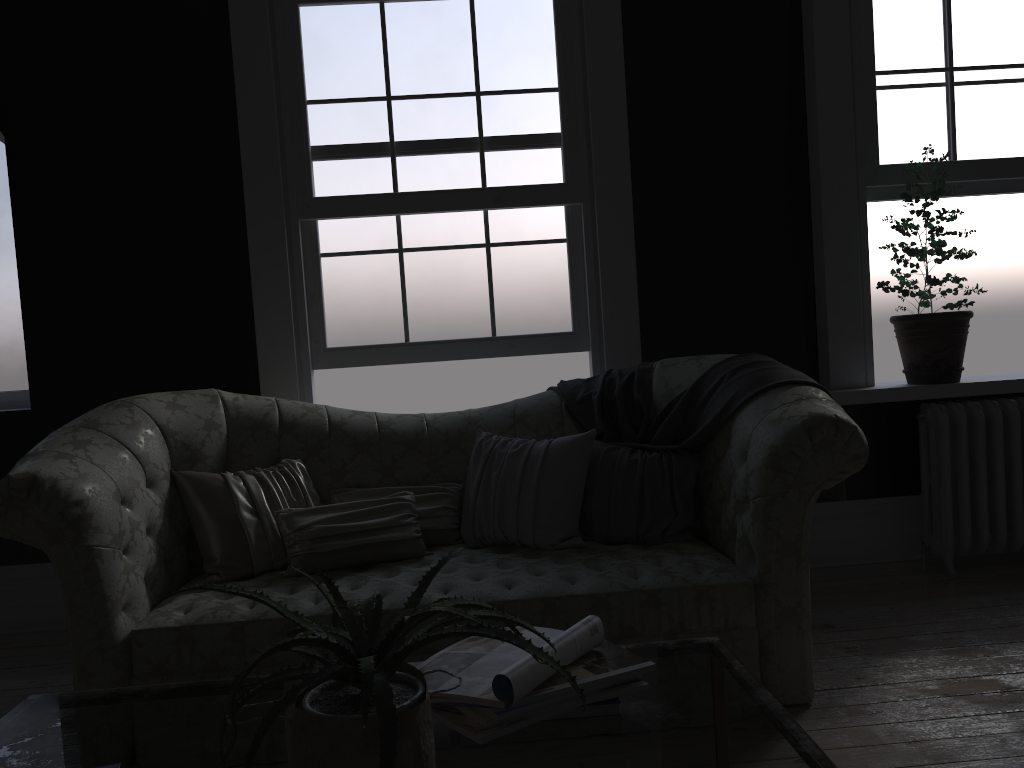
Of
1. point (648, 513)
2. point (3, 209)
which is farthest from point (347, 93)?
point (648, 513)

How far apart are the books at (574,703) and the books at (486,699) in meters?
0.0 m

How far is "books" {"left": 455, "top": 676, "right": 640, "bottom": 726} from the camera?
1.40m

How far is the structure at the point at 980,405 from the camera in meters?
4.2 m

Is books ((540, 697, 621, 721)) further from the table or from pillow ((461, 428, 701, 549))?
pillow ((461, 428, 701, 549))

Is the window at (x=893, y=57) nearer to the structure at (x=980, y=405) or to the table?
the structure at (x=980, y=405)

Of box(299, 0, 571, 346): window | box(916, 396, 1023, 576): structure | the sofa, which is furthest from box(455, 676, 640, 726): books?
box(916, 396, 1023, 576): structure

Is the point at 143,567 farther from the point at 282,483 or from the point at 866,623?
the point at 866,623

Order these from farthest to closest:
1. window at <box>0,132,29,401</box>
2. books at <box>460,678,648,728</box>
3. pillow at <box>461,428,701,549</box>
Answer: window at <box>0,132,29,401</box> < pillow at <box>461,428,701,549</box> < books at <box>460,678,648,728</box>

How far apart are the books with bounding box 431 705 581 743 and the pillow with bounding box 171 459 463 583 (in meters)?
1.73
